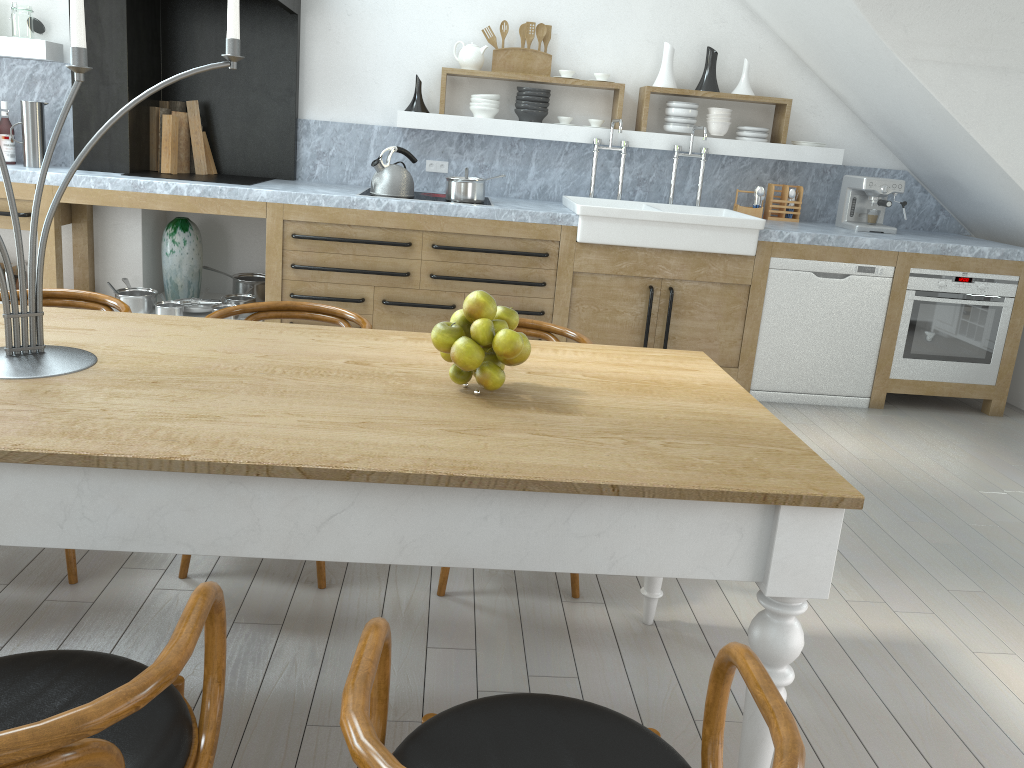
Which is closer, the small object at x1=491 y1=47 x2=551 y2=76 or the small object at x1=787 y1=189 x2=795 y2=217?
the small object at x1=491 y1=47 x2=551 y2=76

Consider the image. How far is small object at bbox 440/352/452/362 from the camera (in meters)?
1.89

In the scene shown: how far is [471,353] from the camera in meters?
1.8

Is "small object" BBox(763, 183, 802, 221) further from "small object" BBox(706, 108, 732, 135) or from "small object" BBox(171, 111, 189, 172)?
"small object" BBox(171, 111, 189, 172)

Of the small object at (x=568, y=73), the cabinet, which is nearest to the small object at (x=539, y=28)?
the small object at (x=568, y=73)

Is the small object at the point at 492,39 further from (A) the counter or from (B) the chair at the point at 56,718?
(B) the chair at the point at 56,718

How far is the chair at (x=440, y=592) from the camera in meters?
2.6

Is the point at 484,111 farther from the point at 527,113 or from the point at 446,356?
the point at 446,356

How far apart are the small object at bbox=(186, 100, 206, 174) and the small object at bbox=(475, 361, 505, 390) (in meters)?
3.92

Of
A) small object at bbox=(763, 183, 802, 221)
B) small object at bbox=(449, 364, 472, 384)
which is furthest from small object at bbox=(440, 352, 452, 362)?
small object at bbox=(763, 183, 802, 221)
